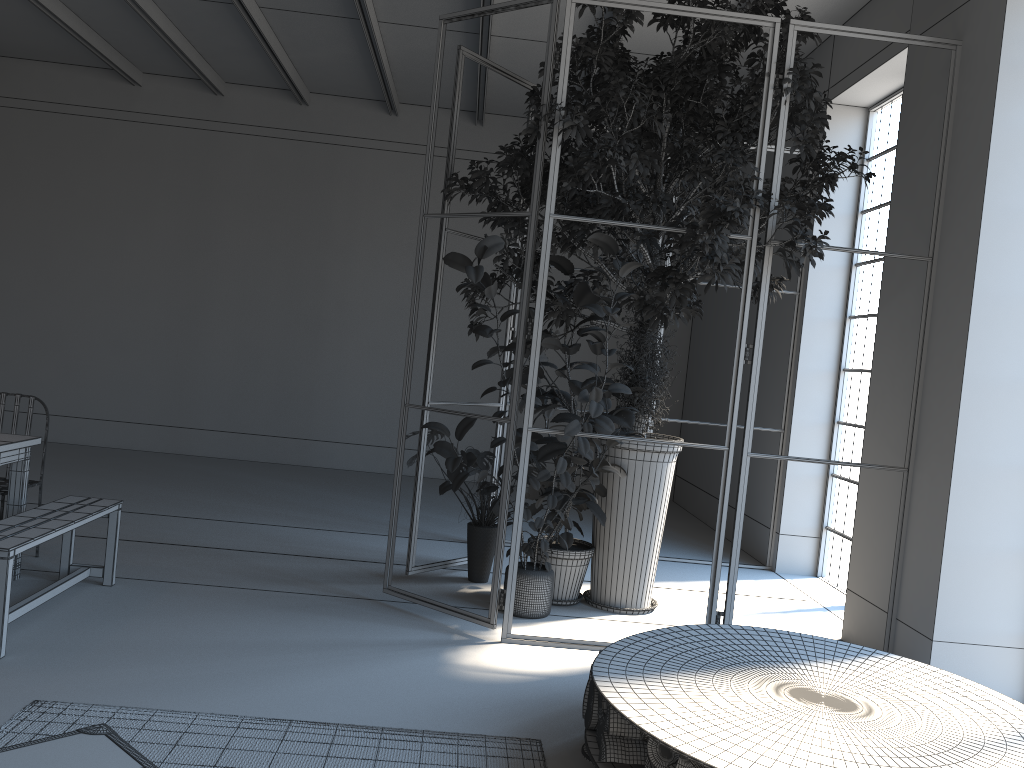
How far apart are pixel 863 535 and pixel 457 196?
6.59m

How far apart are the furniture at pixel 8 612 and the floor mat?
0.5 meters

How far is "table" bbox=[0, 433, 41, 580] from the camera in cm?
465

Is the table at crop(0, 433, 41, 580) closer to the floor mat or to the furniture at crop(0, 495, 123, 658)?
the furniture at crop(0, 495, 123, 658)

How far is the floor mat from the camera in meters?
3.1

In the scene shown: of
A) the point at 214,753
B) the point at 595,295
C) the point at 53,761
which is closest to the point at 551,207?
the point at 595,295

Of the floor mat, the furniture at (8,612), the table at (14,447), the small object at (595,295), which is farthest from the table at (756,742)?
the table at (14,447)

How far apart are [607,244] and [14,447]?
3.27m

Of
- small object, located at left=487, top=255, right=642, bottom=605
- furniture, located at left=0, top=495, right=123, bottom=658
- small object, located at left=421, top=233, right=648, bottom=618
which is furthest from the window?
furniture, located at left=0, top=495, right=123, bottom=658

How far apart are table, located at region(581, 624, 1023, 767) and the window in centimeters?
292cm
